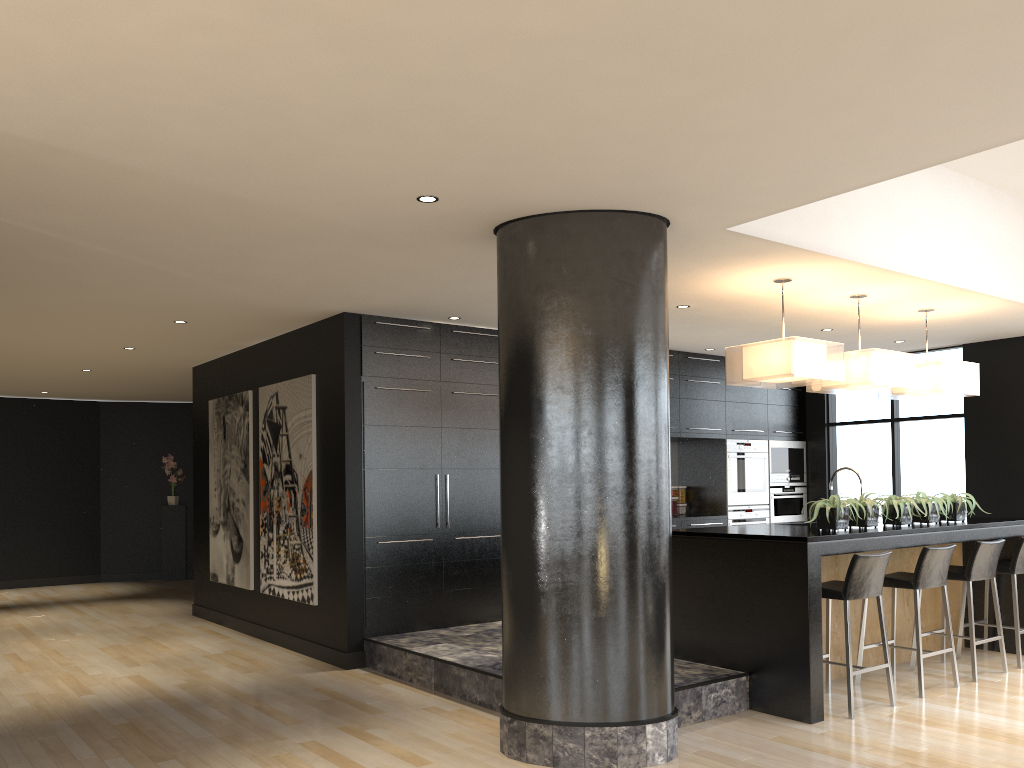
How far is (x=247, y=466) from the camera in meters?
8.3 m

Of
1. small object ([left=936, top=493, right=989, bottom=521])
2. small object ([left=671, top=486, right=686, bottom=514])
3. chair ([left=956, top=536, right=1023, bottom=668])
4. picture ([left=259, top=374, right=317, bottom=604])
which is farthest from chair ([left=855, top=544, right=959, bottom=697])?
picture ([left=259, top=374, right=317, bottom=604])

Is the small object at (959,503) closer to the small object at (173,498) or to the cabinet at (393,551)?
the cabinet at (393,551)

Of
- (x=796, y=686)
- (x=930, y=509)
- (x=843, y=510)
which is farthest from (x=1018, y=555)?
(x=796, y=686)

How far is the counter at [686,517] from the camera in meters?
8.9

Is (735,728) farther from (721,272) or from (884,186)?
(884,186)

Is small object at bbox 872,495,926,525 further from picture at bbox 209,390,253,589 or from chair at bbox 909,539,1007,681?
picture at bbox 209,390,253,589

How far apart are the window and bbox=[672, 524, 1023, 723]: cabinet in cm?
188

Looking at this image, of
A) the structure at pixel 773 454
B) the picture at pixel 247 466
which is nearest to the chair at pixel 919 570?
the structure at pixel 773 454

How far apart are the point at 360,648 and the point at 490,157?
4.27m
